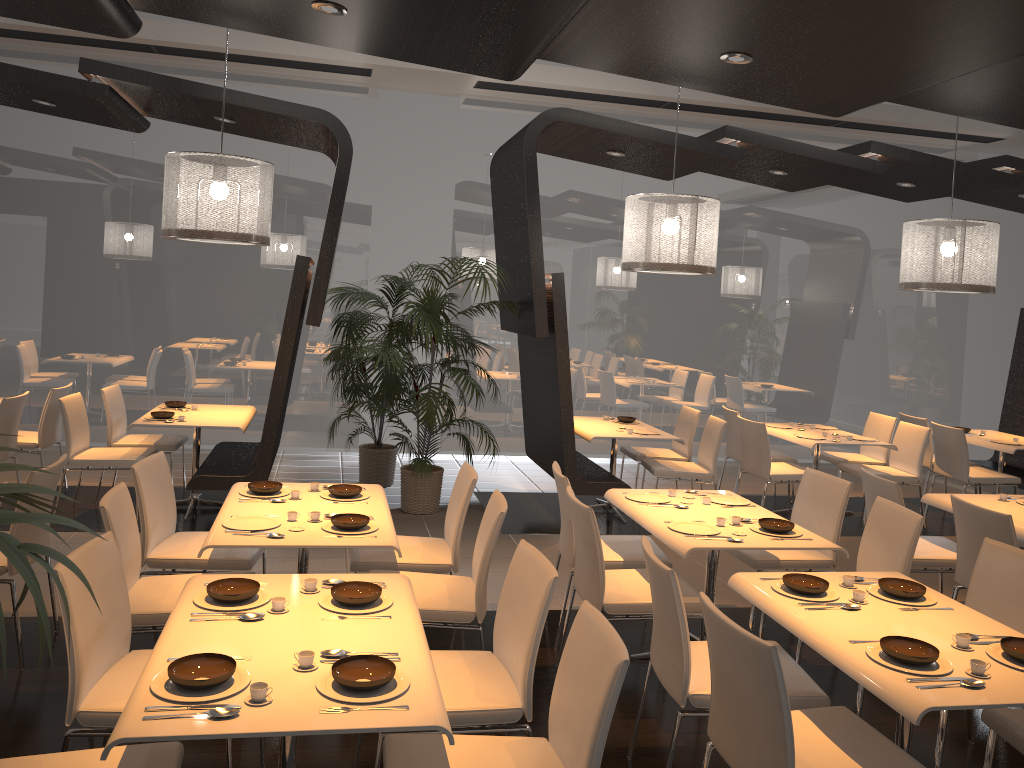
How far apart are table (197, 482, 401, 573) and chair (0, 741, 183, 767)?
1.1 meters

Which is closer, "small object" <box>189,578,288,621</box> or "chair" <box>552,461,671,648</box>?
"small object" <box>189,578,288,621</box>

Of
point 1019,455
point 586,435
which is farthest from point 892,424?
point 586,435

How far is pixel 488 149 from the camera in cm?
934

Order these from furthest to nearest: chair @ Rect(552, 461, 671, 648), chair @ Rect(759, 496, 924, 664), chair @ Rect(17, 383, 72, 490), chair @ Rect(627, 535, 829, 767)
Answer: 1. chair @ Rect(17, 383, 72, 490)
2. chair @ Rect(552, 461, 671, 648)
3. chair @ Rect(759, 496, 924, 664)
4. chair @ Rect(627, 535, 829, 767)

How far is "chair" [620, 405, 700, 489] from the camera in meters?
7.8 m

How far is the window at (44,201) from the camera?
8.55m

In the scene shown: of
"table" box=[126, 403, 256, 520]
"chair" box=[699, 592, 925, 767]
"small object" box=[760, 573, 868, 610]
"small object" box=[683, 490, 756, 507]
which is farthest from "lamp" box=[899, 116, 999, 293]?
"table" box=[126, 403, 256, 520]

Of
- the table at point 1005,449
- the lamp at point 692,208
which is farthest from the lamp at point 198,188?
the table at point 1005,449

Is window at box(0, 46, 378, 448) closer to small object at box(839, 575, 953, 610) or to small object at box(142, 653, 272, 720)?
small object at box(839, 575, 953, 610)
